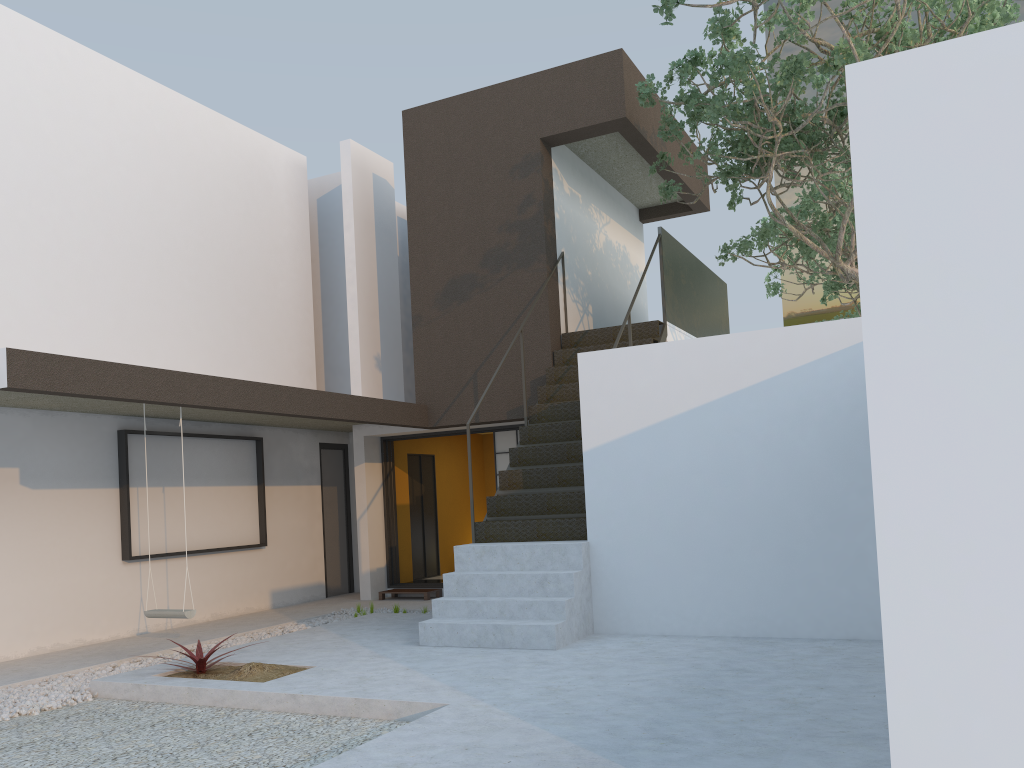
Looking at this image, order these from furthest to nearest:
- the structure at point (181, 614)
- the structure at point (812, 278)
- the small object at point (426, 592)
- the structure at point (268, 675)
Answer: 1. the structure at point (812, 278)
2. the small object at point (426, 592)
3. the structure at point (181, 614)
4. the structure at point (268, 675)

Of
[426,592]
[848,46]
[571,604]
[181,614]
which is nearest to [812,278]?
[848,46]

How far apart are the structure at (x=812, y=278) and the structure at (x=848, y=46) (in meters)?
0.69

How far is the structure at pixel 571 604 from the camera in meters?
6.5

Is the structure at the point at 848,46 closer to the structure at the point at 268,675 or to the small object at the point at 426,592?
the small object at the point at 426,592

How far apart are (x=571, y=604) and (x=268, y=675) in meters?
2.2 m

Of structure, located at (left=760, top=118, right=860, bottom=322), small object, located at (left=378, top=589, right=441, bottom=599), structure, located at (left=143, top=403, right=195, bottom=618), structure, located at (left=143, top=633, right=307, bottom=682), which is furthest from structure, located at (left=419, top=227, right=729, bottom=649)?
small object, located at (left=378, top=589, right=441, bottom=599)

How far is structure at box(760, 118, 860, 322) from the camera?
13.83m

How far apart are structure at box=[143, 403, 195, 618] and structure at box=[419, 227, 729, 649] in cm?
193

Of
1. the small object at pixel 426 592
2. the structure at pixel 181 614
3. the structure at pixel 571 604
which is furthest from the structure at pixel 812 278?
the structure at pixel 181 614
